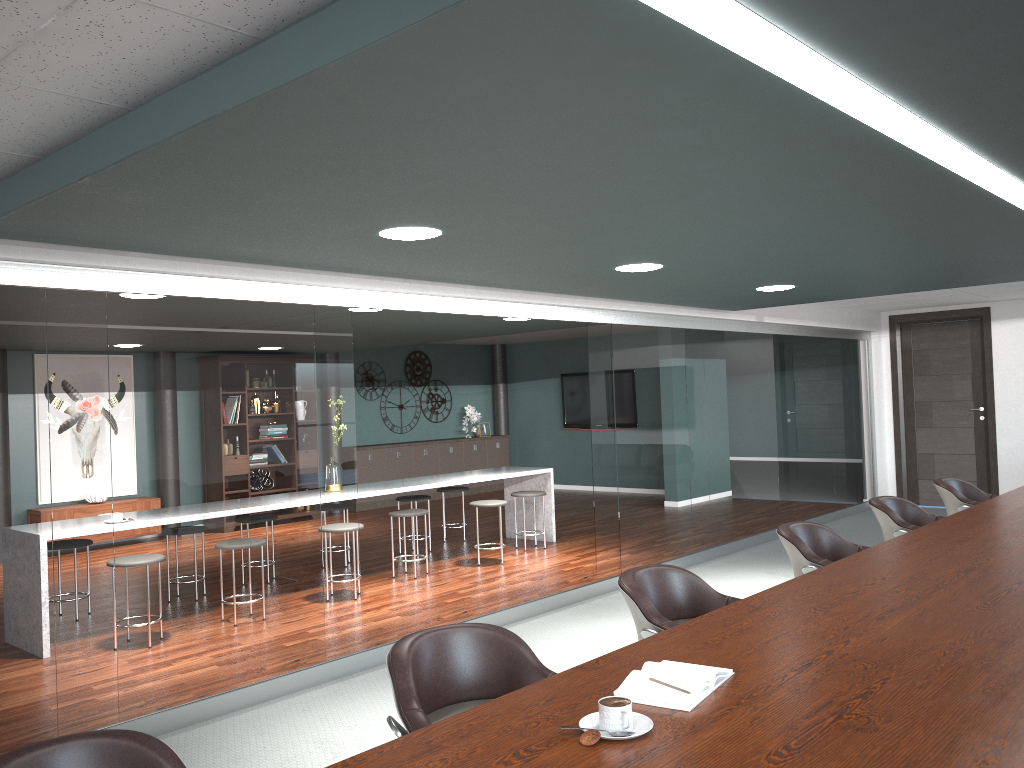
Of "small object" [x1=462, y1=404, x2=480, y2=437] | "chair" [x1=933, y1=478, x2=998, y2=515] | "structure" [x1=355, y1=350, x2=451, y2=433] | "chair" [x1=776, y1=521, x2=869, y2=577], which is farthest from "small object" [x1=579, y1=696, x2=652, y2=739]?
"small object" [x1=462, y1=404, x2=480, y2=437]

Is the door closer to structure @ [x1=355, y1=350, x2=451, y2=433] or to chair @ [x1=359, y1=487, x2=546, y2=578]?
chair @ [x1=359, y1=487, x2=546, y2=578]

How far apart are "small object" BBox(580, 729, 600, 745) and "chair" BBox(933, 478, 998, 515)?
4.40m

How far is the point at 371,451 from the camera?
11.6 meters

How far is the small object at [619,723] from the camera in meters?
1.7 m

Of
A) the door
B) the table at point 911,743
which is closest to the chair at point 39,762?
the table at point 911,743

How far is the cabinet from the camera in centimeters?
1156cm

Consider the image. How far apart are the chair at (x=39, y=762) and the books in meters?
0.9

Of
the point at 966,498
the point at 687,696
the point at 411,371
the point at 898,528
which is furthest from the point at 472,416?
the point at 687,696

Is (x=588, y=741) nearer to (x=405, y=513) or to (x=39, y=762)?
(x=39, y=762)
